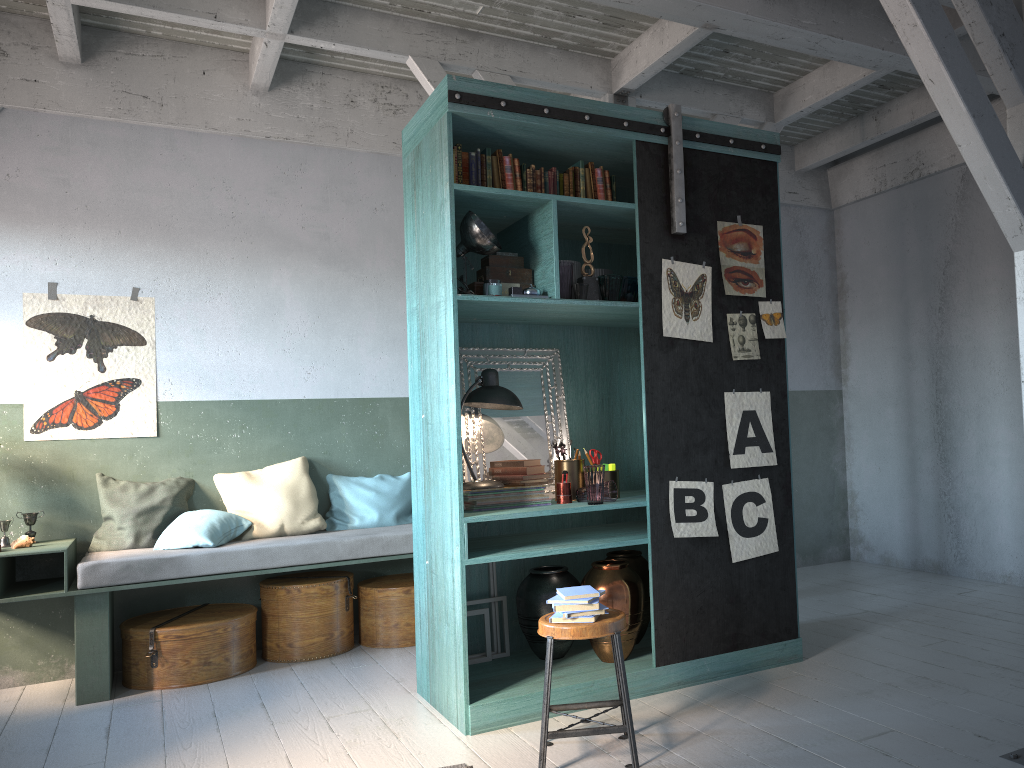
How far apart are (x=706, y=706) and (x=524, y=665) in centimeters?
109cm

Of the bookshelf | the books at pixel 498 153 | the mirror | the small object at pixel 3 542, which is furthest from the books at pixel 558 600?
Answer: the small object at pixel 3 542

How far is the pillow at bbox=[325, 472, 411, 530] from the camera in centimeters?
686cm

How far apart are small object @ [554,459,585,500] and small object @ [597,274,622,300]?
1.00m

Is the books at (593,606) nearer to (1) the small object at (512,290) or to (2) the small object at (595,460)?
(2) the small object at (595,460)

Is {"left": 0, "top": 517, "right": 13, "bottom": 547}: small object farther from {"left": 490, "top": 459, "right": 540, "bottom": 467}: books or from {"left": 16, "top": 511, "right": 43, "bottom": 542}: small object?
{"left": 490, "top": 459, "right": 540, "bottom": 467}: books

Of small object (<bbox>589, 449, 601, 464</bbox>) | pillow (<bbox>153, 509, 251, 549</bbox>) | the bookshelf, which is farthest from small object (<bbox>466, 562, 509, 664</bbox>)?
pillow (<bbox>153, 509, 251, 549</bbox>)

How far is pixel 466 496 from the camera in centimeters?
486cm

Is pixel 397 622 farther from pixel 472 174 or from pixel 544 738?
pixel 472 174

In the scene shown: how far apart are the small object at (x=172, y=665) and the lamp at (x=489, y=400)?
2.19m
